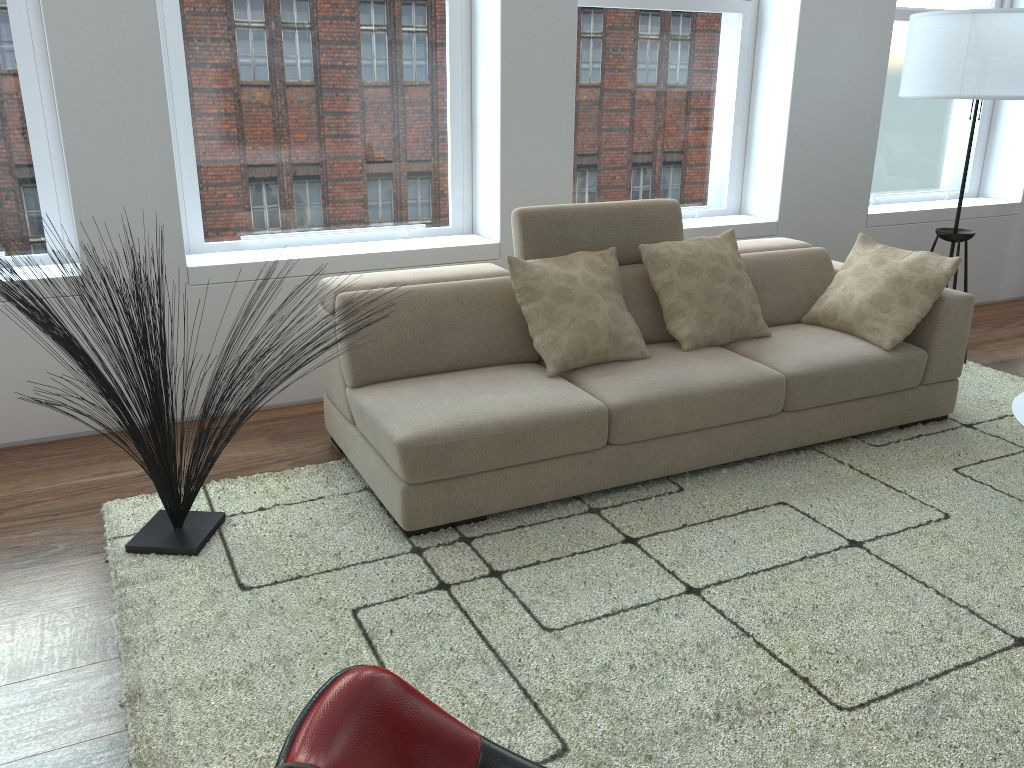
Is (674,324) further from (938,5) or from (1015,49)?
(938,5)

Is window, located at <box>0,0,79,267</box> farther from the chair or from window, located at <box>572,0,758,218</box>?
the chair

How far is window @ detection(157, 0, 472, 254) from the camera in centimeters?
384cm

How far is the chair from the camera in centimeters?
114cm

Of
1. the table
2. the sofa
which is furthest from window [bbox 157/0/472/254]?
the table

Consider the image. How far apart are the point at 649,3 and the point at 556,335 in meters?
2.3 m

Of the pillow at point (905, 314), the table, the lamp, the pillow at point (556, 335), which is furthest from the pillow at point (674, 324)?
the lamp

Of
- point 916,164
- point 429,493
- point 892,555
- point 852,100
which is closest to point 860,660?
point 892,555

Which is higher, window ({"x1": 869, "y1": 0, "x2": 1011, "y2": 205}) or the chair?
window ({"x1": 869, "y1": 0, "x2": 1011, "y2": 205})

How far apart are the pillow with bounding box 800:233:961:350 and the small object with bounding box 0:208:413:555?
2.43m
